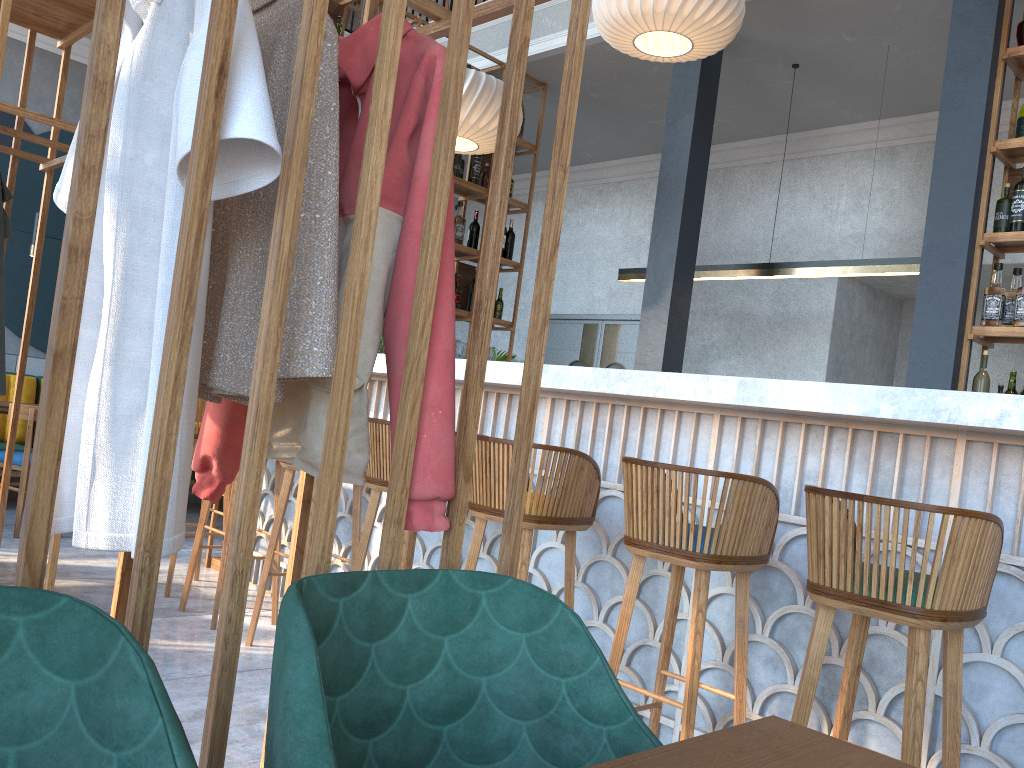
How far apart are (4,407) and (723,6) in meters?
4.7 m

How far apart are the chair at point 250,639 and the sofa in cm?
342

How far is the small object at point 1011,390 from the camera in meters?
3.9

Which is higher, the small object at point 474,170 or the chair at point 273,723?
the small object at point 474,170

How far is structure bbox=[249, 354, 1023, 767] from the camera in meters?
2.2

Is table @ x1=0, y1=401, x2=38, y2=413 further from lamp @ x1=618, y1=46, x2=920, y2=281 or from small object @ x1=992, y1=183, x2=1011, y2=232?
small object @ x1=992, y1=183, x2=1011, y2=232

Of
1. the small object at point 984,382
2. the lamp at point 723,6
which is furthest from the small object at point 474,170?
the small object at point 984,382

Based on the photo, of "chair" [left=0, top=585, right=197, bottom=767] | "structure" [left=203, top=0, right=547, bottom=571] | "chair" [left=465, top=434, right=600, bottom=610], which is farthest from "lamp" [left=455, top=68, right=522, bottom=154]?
"chair" [left=0, top=585, right=197, bottom=767]

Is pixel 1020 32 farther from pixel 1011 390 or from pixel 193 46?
pixel 193 46

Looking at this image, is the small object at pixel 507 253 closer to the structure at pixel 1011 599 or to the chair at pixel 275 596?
the structure at pixel 1011 599
